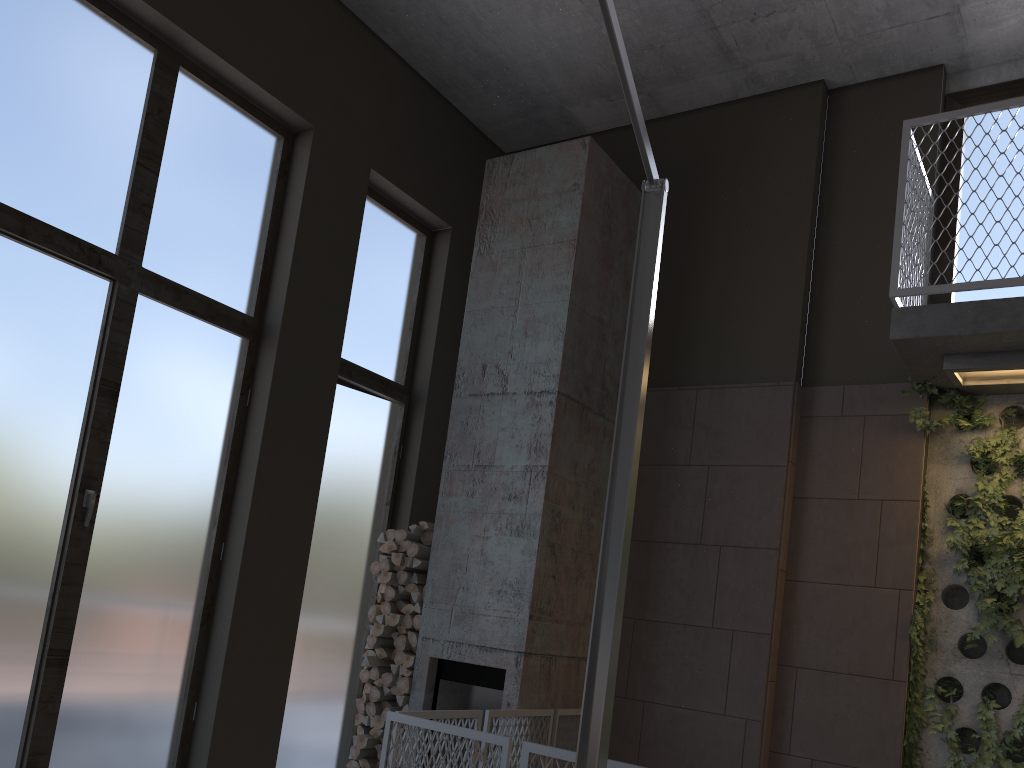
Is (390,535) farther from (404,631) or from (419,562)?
(404,631)

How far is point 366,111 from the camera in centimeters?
592cm

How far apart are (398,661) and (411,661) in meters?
0.1 m

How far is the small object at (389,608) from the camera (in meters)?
5.58

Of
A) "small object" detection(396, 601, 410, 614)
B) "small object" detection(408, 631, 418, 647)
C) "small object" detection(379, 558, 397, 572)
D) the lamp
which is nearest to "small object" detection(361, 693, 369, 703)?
"small object" detection(408, 631, 418, 647)

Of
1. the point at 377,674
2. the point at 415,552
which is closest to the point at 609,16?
the point at 415,552

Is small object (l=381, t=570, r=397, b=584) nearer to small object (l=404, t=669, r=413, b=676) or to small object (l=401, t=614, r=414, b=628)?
small object (l=401, t=614, r=414, b=628)

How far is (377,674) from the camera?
5.5m

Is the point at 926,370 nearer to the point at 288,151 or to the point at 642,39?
the point at 642,39

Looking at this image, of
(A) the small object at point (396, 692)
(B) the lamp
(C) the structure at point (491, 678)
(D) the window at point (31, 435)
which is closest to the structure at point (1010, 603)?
(C) the structure at point (491, 678)
